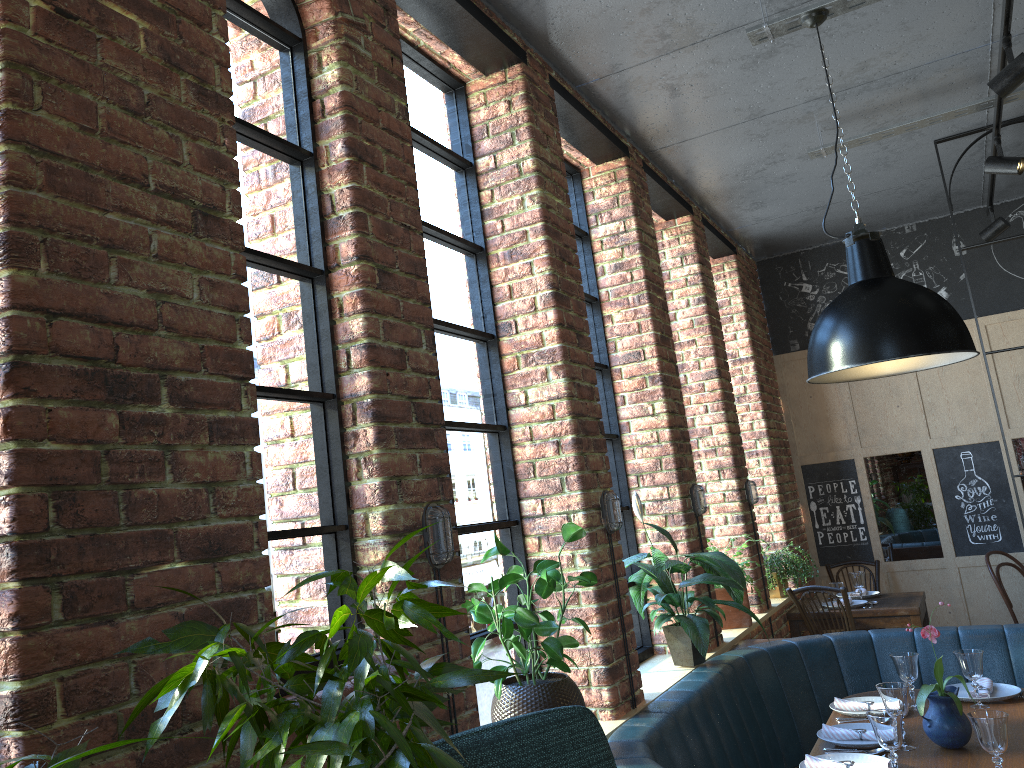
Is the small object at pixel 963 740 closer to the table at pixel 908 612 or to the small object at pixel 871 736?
the small object at pixel 871 736

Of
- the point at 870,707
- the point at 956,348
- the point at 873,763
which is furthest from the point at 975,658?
the point at 956,348

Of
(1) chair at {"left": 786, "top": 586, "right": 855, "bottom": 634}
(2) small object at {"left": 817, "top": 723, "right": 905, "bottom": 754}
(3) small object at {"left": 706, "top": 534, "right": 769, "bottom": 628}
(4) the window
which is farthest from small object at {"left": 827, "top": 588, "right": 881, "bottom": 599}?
(2) small object at {"left": 817, "top": 723, "right": 905, "bottom": 754}

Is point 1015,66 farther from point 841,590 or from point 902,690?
point 841,590

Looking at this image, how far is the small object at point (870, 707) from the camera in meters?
3.4 m

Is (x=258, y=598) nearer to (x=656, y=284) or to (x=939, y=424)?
(x=656, y=284)

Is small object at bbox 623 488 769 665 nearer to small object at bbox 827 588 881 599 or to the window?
the window

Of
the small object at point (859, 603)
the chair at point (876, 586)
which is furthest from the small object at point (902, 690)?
the chair at point (876, 586)

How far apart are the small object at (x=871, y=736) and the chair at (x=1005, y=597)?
3.5 meters

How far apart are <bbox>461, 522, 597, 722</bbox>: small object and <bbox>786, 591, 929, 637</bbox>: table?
3.4m
